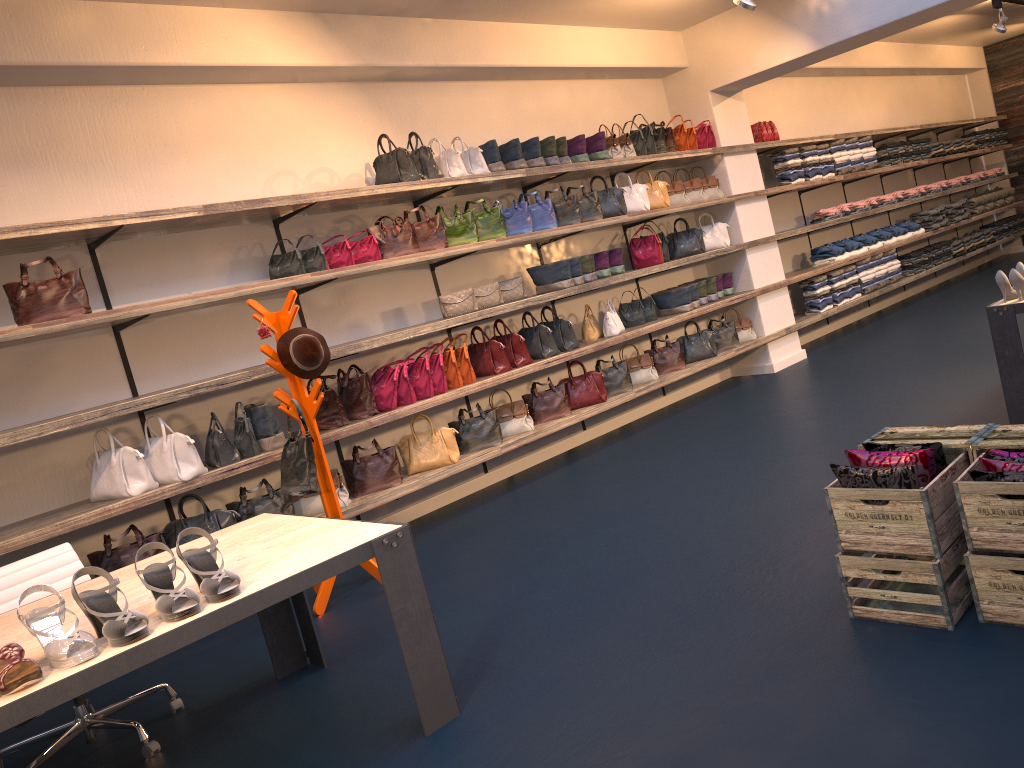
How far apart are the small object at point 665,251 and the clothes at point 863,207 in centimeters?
344cm

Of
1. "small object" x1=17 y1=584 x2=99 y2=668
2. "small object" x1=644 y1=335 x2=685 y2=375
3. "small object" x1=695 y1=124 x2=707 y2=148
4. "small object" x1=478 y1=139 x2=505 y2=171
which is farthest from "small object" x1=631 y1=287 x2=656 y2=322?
"small object" x1=17 y1=584 x2=99 y2=668

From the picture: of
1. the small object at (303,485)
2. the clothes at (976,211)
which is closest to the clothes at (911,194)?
the clothes at (976,211)

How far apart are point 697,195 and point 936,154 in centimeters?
529cm

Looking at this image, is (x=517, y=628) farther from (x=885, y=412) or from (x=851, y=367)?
(x=851, y=367)

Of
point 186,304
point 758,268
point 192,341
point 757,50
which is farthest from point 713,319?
point 186,304

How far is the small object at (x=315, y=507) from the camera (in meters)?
5.66

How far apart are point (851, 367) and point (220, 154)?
5.5 meters

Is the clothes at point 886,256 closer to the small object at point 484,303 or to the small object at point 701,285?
the small object at point 701,285

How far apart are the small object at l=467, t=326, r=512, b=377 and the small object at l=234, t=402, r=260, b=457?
1.8m
